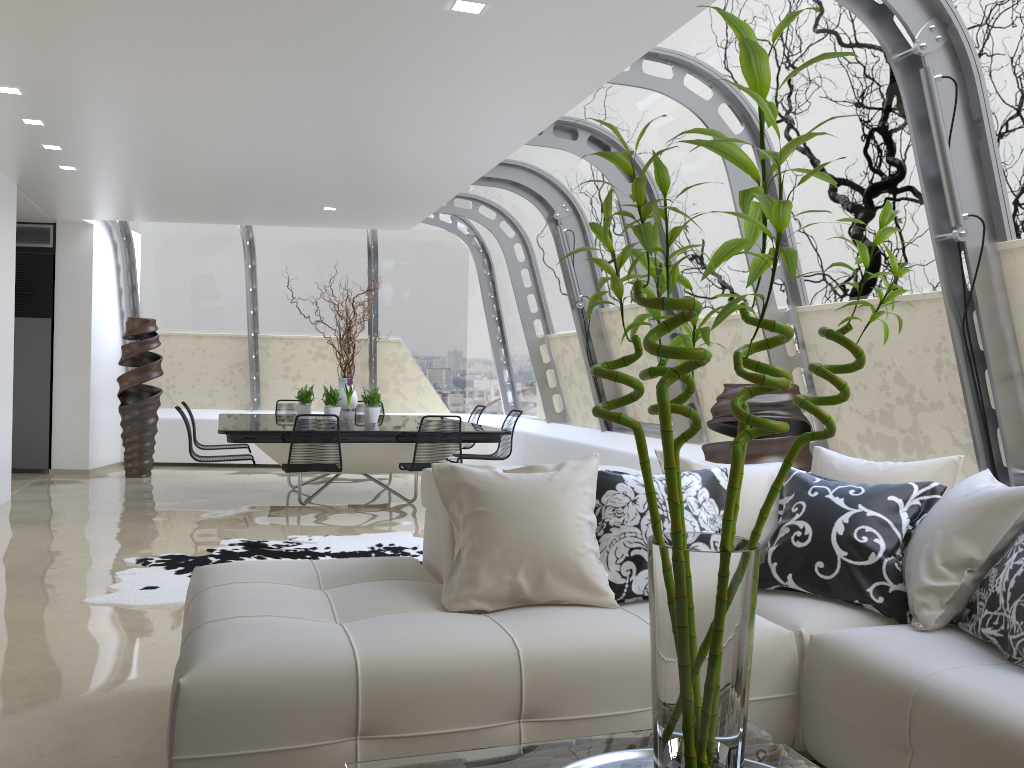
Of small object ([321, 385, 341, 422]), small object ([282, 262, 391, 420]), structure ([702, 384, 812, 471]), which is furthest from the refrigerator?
structure ([702, 384, 812, 471])

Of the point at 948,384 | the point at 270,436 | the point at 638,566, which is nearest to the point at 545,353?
the point at 270,436

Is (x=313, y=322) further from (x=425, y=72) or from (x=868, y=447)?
(x=868, y=447)

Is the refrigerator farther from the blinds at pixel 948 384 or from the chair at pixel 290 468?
the blinds at pixel 948 384

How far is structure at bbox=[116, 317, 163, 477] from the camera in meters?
10.0

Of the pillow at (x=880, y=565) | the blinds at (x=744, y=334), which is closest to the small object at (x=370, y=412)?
the blinds at (x=744, y=334)

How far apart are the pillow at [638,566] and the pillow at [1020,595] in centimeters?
79cm

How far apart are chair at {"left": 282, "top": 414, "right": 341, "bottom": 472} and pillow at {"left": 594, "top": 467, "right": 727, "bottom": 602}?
4.2m

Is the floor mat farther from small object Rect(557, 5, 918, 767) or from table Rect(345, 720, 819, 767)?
small object Rect(557, 5, 918, 767)

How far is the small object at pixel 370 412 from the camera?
8.72m
